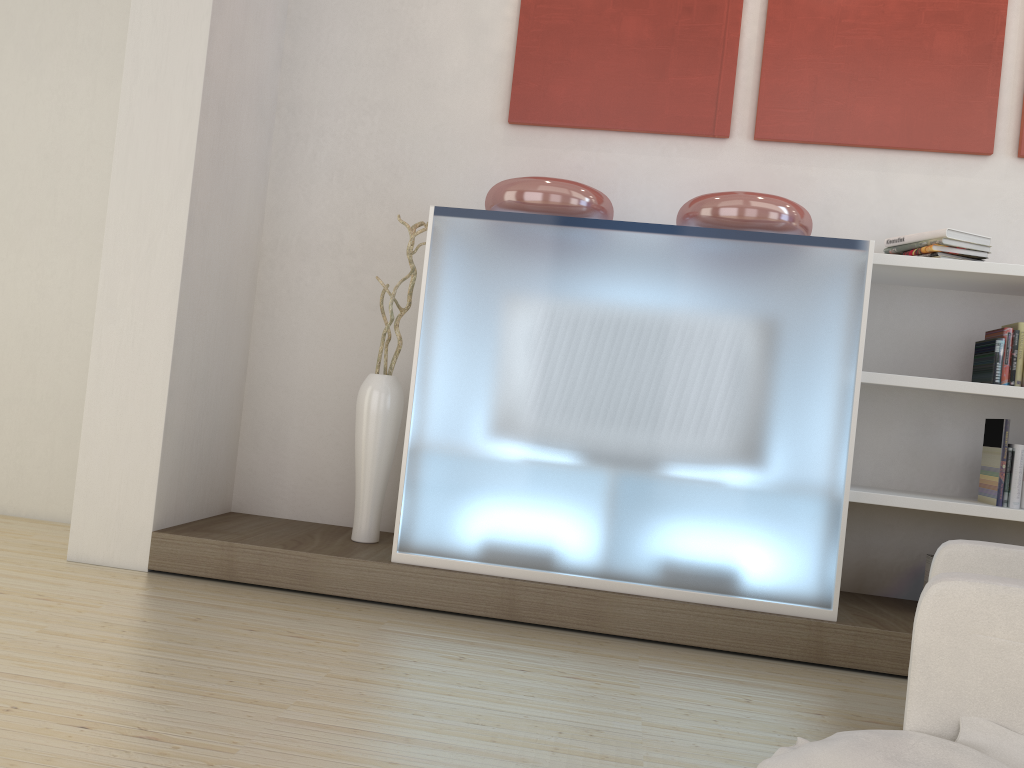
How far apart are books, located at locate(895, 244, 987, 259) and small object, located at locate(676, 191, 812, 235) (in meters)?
0.46

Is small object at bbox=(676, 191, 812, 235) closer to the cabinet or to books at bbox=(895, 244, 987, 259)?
the cabinet

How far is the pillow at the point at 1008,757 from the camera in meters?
1.7 m

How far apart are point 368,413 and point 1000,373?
2.5m

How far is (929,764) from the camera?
1.7 meters

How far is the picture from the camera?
3.8m

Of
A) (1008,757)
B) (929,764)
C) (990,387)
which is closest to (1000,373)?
→ (990,387)

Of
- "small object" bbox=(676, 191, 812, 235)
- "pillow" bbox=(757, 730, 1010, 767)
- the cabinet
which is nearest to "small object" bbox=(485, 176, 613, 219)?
the cabinet

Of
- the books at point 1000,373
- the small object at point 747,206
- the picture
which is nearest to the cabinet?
the small object at point 747,206

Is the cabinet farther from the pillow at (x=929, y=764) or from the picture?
the pillow at (x=929, y=764)
